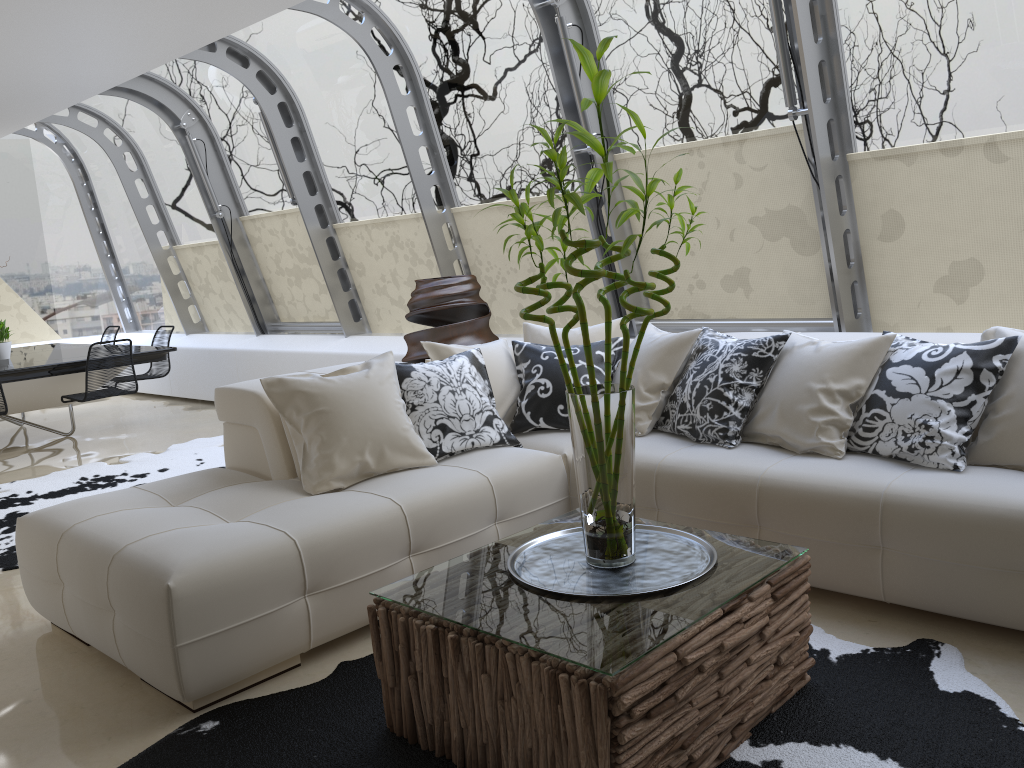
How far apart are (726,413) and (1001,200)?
1.86m

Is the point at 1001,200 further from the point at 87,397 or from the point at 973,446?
the point at 87,397

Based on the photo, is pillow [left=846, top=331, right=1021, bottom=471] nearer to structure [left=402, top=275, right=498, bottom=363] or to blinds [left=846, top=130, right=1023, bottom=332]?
blinds [left=846, top=130, right=1023, bottom=332]

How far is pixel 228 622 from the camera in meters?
2.8 m

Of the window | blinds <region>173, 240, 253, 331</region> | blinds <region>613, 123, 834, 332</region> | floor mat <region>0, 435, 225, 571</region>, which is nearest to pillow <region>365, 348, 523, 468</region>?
the window

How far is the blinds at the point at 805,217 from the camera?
5.0 meters

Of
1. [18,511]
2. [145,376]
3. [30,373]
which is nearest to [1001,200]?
[18,511]

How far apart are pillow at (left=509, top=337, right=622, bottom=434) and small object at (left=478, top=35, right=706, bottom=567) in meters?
1.5

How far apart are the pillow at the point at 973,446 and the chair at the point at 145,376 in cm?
523

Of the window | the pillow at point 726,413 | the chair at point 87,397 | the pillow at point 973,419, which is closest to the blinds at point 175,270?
the window
